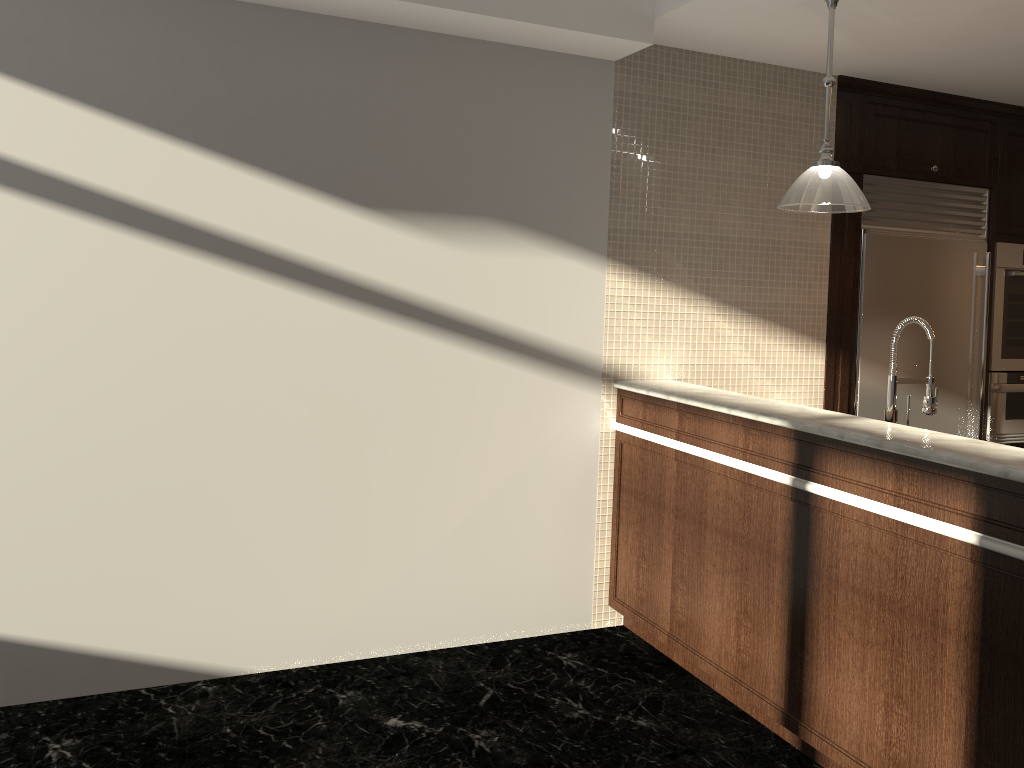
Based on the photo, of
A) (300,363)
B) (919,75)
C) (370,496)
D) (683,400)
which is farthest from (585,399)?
(919,75)

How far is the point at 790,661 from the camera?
2.9m

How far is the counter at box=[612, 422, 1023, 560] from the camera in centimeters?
220cm

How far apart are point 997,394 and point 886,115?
1.7m

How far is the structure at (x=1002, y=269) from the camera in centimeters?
480cm

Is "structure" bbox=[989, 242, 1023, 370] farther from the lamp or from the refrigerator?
the lamp

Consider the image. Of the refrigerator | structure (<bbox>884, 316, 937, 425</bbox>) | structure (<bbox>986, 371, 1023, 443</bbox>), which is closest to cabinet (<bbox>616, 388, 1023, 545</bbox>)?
structure (<bbox>884, 316, 937, 425</bbox>)

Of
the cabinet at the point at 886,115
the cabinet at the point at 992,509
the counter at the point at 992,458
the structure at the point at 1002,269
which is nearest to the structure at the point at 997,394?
the structure at the point at 1002,269

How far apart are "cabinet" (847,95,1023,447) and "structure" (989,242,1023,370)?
0.0 meters

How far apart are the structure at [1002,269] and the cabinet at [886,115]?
0.0 meters
